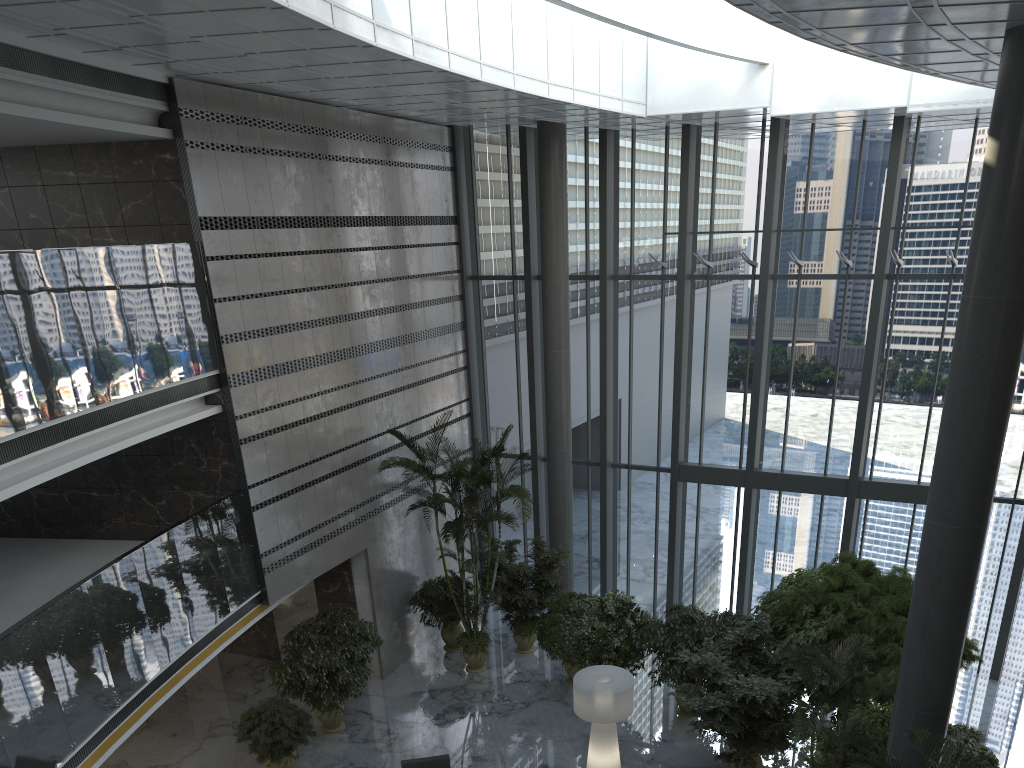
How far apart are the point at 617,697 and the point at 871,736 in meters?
3.0

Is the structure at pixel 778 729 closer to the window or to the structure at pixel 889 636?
the structure at pixel 889 636

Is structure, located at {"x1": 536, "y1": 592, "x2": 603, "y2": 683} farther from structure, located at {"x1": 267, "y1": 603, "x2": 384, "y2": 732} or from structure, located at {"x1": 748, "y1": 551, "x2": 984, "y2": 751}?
structure, located at {"x1": 748, "y1": 551, "x2": 984, "y2": 751}

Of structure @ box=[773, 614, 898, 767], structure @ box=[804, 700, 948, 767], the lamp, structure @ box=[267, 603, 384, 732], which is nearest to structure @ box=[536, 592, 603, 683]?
the lamp

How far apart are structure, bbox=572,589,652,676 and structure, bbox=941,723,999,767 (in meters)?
4.67

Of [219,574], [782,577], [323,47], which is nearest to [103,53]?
[323,47]

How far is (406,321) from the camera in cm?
1538

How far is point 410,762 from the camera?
10.51m

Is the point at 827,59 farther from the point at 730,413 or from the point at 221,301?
the point at 221,301

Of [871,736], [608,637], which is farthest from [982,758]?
[608,637]
